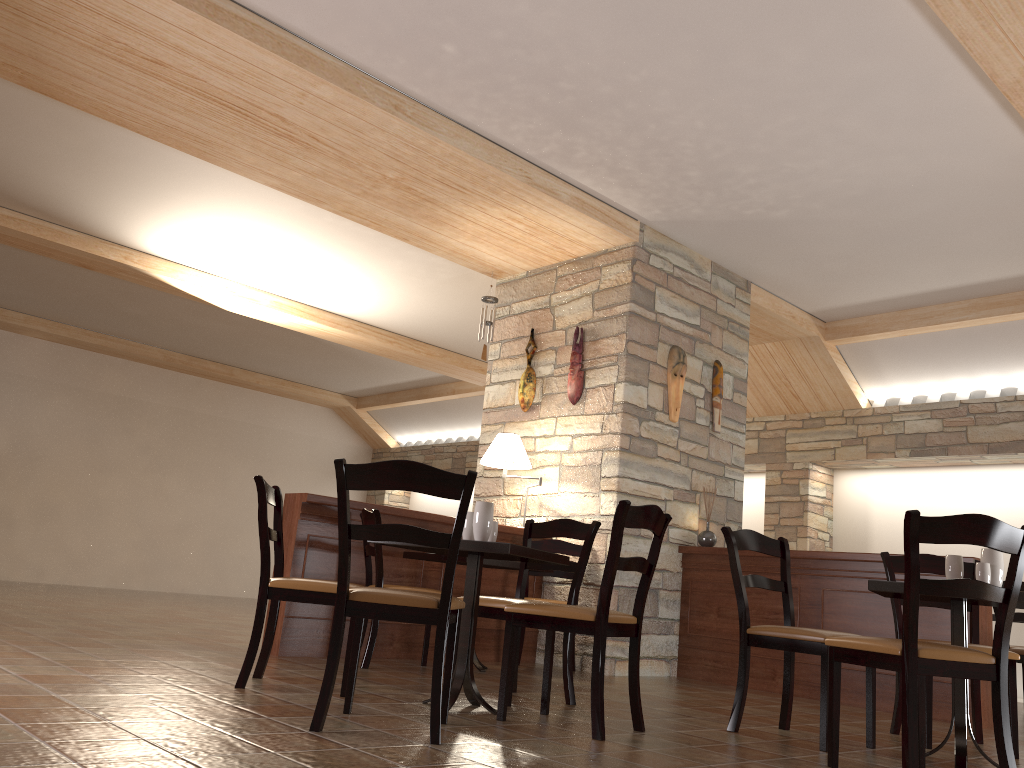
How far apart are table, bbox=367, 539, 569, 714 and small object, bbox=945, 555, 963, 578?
1.54m

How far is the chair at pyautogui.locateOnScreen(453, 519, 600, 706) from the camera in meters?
3.9 m

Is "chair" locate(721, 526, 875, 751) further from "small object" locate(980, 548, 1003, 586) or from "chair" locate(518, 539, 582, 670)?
"chair" locate(518, 539, 582, 670)

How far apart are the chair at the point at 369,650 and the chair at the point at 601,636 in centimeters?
144cm

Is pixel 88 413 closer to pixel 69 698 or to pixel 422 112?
pixel 422 112

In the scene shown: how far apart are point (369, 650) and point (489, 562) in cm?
83

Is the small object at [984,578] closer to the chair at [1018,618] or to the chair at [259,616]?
the chair at [259,616]

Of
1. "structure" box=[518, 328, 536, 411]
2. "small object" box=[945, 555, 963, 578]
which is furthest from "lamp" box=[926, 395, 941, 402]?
"small object" box=[945, 555, 963, 578]

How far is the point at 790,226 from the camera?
6.3m

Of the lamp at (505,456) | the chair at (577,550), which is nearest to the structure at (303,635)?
the chair at (577,550)
